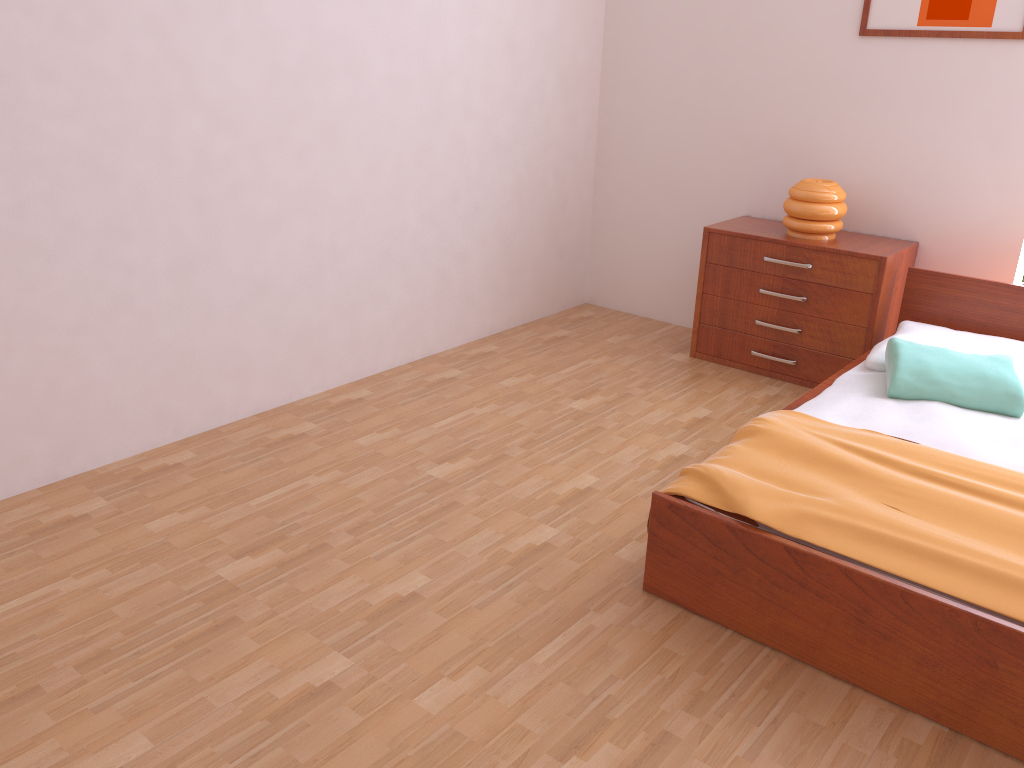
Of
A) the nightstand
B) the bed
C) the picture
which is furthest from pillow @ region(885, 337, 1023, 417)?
the picture

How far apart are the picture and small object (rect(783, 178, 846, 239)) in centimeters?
63cm

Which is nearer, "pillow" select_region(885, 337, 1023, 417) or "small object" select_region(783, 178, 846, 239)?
"pillow" select_region(885, 337, 1023, 417)

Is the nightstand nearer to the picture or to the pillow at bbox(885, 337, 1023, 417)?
the pillow at bbox(885, 337, 1023, 417)

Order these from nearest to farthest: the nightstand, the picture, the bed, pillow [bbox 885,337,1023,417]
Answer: the bed < pillow [bbox 885,337,1023,417] < the picture < the nightstand

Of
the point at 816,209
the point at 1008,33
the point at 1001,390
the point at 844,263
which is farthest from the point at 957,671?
the point at 1008,33

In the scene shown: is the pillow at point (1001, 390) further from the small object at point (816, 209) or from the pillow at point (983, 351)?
the small object at point (816, 209)

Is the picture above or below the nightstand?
above

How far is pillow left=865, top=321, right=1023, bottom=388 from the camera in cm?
318

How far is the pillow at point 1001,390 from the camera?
2.8m
